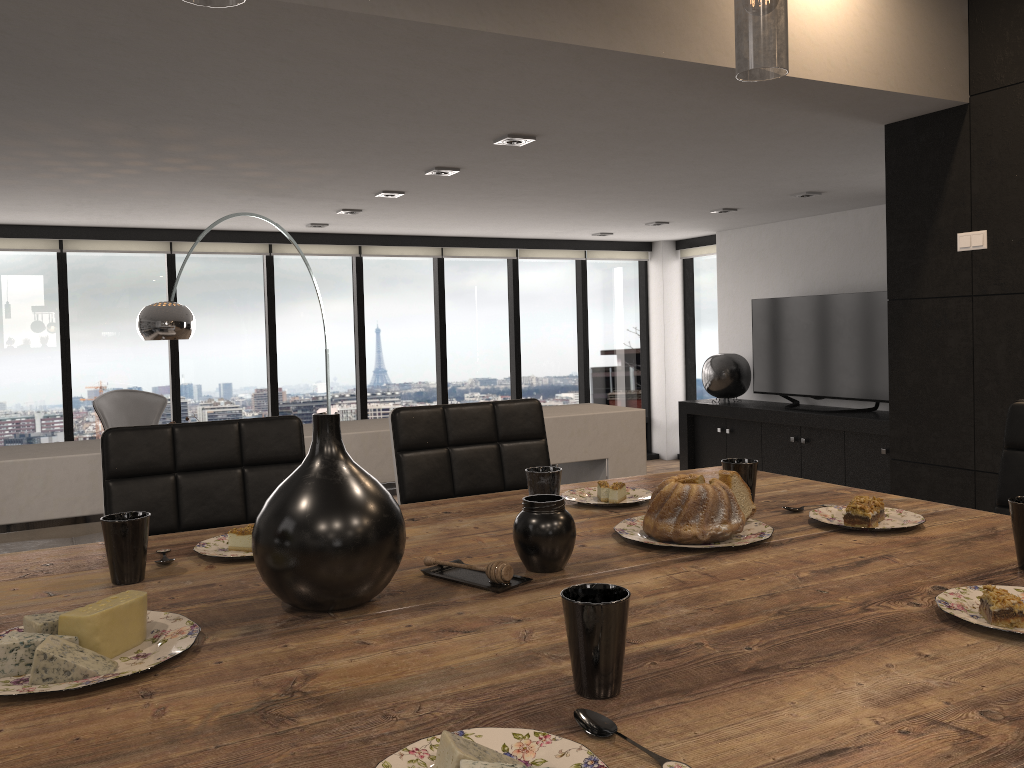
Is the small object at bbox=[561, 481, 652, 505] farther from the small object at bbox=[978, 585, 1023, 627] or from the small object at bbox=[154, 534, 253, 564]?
the small object at bbox=[978, 585, 1023, 627]

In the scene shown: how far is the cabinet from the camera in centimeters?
685cm

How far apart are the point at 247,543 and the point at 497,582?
0.5m

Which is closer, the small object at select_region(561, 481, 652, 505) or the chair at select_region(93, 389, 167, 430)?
the small object at select_region(561, 481, 652, 505)

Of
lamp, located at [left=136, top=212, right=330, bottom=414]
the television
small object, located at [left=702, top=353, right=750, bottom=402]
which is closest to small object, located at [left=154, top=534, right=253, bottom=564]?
lamp, located at [left=136, top=212, right=330, bottom=414]

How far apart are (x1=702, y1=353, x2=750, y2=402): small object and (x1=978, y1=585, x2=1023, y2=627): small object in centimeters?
743cm

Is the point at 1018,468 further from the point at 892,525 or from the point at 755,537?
the point at 755,537

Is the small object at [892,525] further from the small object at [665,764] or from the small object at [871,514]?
the small object at [665,764]

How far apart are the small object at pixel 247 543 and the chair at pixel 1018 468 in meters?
1.6 m

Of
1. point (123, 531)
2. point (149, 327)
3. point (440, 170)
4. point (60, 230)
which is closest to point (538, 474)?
point (123, 531)
